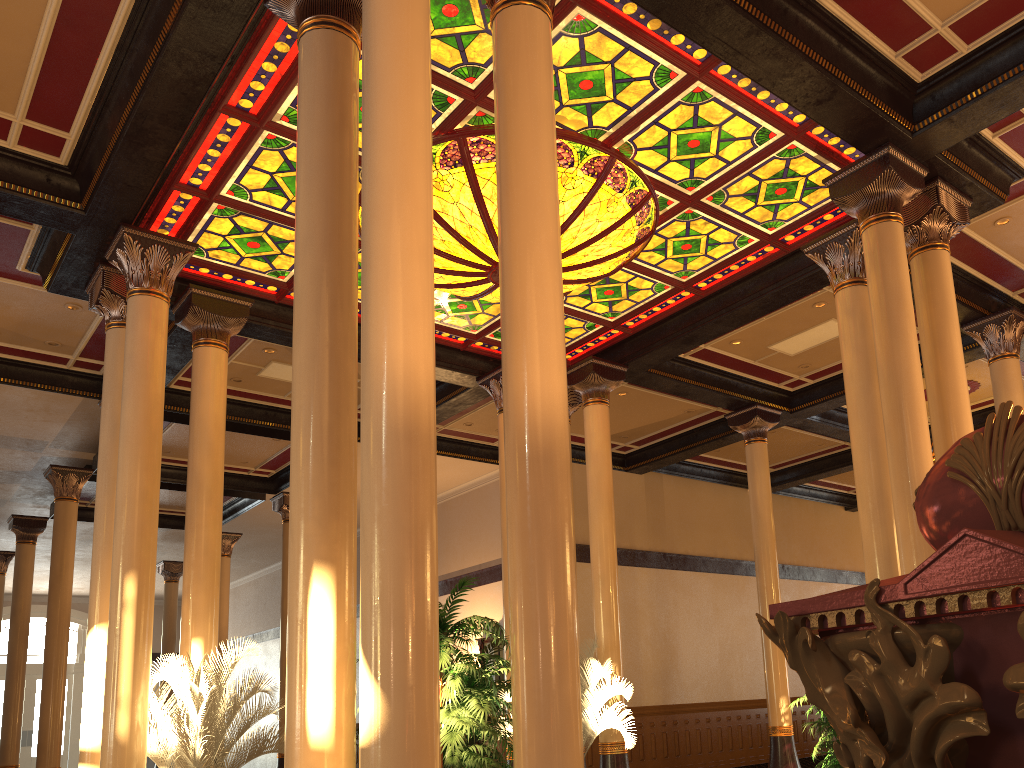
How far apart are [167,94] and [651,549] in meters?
12.6

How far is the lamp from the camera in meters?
7.9 m

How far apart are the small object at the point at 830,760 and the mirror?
10.6m

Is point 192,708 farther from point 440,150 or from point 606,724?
point 440,150

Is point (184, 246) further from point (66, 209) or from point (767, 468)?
point (767, 468)

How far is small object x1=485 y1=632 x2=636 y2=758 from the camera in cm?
983

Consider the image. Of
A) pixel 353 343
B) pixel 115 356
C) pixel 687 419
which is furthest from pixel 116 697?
pixel 687 419

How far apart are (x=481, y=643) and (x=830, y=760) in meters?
11.0

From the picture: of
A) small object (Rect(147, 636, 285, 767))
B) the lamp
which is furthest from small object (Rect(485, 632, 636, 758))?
the lamp

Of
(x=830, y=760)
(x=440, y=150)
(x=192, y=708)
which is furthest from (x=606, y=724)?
(x=440, y=150)
